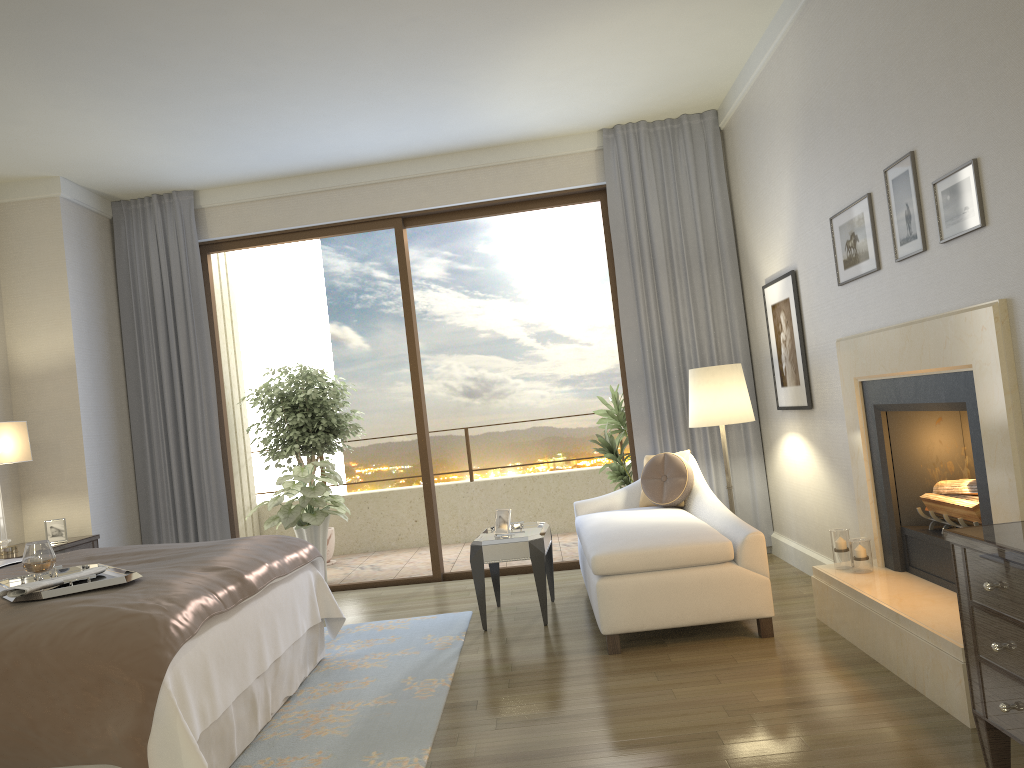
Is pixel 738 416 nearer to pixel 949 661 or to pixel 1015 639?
pixel 949 661

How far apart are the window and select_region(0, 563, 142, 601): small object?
3.3m

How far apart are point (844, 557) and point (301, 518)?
4.4 meters

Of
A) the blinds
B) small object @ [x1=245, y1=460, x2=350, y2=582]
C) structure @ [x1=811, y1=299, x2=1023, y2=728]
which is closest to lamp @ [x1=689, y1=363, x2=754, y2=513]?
the blinds

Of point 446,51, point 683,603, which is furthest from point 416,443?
point 683,603

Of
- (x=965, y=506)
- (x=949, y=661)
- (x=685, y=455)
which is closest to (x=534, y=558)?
(x=685, y=455)

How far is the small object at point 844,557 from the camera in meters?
4.1

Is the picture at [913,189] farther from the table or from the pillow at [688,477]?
the table

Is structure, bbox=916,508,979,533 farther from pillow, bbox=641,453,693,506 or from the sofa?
pillow, bbox=641,453,693,506

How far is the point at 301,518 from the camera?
7.1 meters
